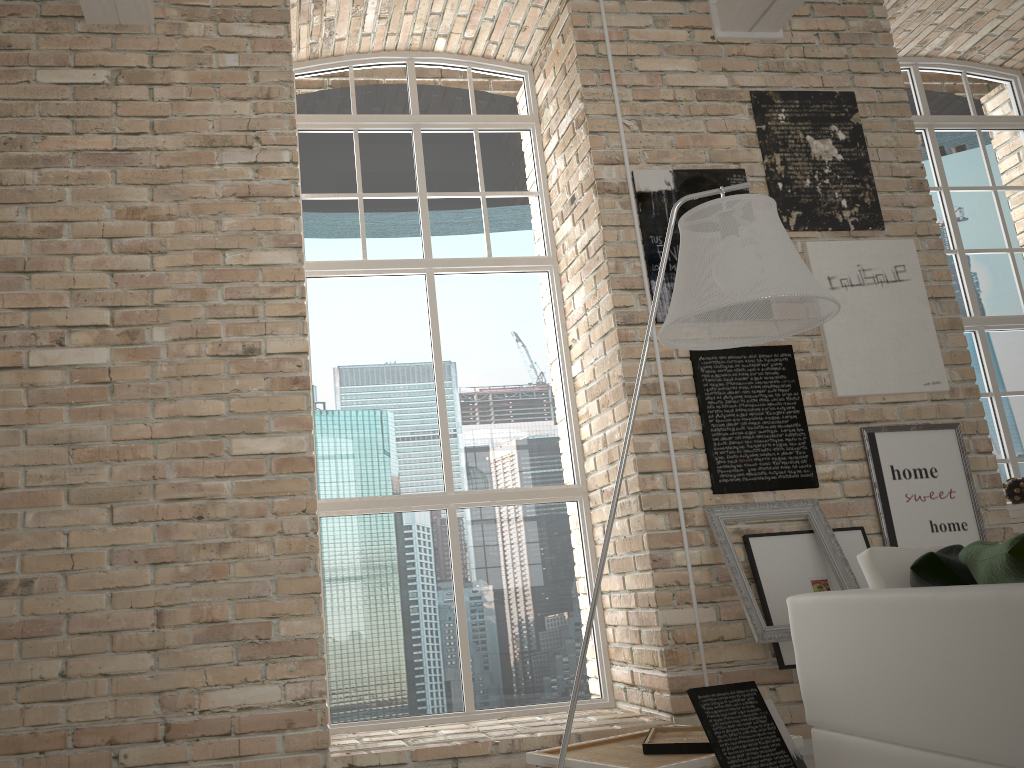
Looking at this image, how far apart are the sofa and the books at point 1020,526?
2.1m

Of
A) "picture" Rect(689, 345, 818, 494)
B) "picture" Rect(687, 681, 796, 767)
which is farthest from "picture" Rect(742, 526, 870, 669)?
"picture" Rect(687, 681, 796, 767)

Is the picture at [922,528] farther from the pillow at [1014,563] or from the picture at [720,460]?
the pillow at [1014,563]

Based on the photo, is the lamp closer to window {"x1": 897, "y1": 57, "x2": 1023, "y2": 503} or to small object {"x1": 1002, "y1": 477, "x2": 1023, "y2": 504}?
small object {"x1": 1002, "y1": 477, "x2": 1023, "y2": 504}

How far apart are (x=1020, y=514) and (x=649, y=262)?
2.1m

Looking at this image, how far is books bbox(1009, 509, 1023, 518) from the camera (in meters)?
4.21

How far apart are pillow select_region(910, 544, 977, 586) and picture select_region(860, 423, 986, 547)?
1.5 meters

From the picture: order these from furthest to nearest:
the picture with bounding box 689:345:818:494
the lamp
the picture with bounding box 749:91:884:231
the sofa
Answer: the picture with bounding box 749:91:884:231, the picture with bounding box 689:345:818:494, the lamp, the sofa

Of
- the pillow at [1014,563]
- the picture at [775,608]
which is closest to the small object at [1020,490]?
the picture at [775,608]

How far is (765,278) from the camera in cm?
218
